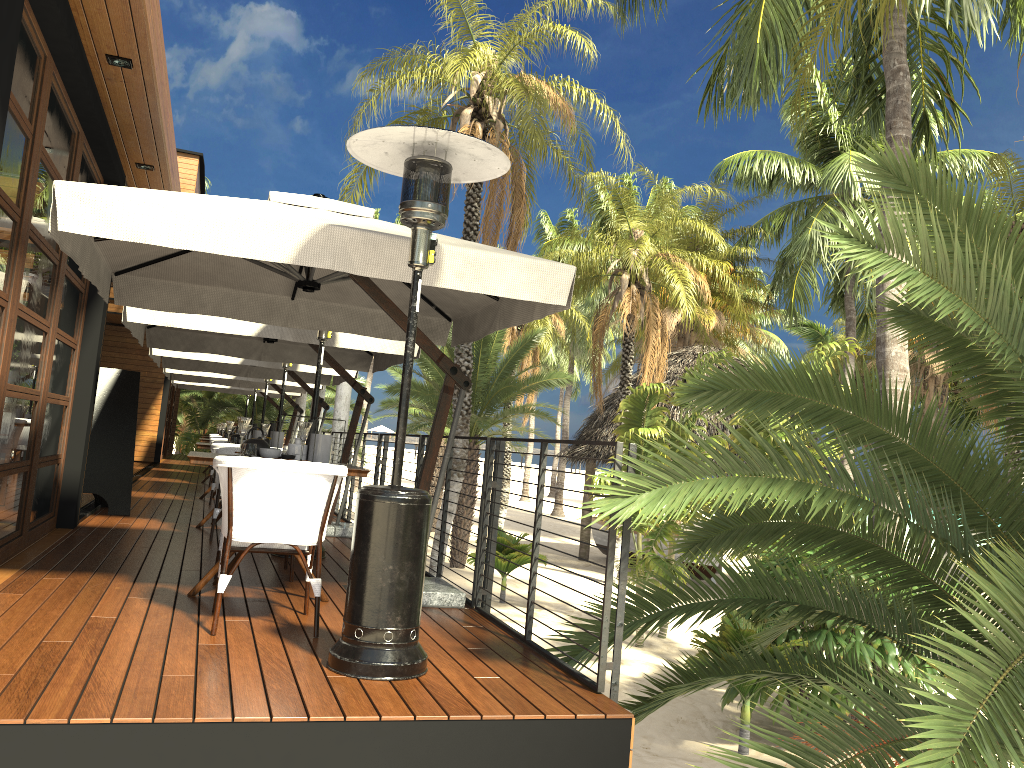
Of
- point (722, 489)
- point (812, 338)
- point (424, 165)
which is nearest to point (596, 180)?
point (722, 489)

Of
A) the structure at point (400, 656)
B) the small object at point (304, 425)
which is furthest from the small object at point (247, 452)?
the structure at point (400, 656)

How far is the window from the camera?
4.5 meters

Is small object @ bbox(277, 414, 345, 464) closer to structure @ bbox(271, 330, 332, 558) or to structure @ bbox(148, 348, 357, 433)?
structure @ bbox(271, 330, 332, 558)

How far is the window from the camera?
4.51m

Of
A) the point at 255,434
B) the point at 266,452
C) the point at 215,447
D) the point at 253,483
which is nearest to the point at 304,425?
the point at 266,452

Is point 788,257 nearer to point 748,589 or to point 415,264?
point 748,589

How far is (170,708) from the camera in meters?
2.8

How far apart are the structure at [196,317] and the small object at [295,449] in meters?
2.3

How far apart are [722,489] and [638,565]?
1.98m
